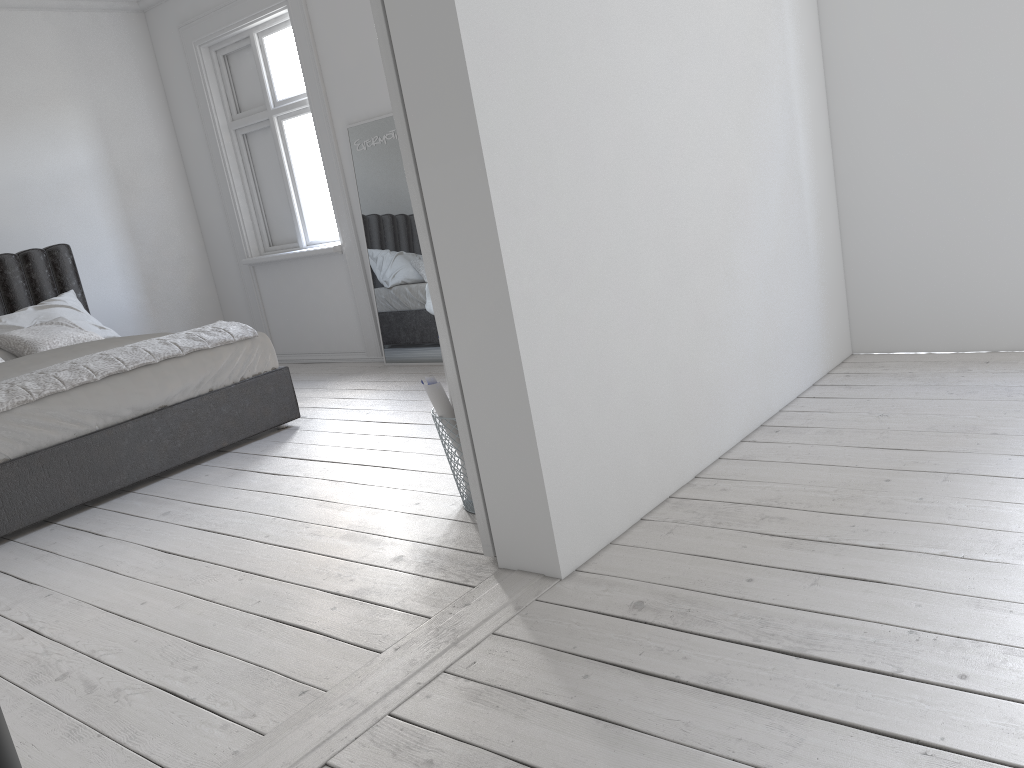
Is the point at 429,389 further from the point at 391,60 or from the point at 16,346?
the point at 16,346

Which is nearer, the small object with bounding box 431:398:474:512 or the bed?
the small object with bounding box 431:398:474:512

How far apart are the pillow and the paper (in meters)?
3.18

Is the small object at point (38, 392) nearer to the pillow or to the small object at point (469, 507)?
the pillow

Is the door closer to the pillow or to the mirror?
the mirror

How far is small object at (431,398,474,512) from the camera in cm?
297

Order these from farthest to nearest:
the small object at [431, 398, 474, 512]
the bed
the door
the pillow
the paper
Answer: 1. the pillow
2. the bed
3. the small object at [431, 398, 474, 512]
4. the paper
5. the door

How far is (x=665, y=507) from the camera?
2.71m

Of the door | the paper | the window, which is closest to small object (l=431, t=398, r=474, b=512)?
the paper

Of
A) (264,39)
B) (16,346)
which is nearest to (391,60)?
(16,346)
